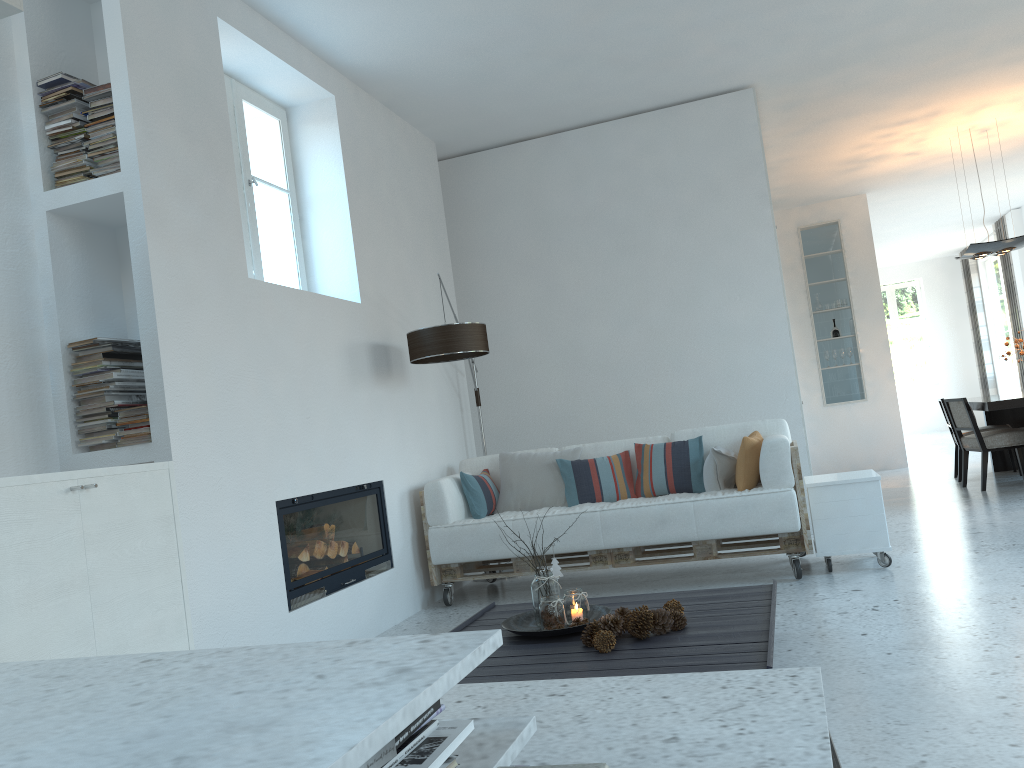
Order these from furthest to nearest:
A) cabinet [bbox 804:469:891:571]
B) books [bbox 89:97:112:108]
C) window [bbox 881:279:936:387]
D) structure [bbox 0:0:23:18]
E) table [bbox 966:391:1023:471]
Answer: window [bbox 881:279:936:387]
table [bbox 966:391:1023:471]
cabinet [bbox 804:469:891:571]
books [bbox 89:97:112:108]
structure [bbox 0:0:23:18]

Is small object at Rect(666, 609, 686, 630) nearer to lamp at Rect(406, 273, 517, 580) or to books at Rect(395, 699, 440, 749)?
books at Rect(395, 699, 440, 749)

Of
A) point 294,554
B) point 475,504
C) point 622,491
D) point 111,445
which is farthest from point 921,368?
point 111,445

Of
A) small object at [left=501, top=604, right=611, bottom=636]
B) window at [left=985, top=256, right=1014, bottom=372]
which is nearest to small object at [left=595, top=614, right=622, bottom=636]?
small object at [left=501, top=604, right=611, bottom=636]

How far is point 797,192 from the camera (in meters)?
9.91

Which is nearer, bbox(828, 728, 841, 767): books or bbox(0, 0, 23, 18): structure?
bbox(828, 728, 841, 767): books

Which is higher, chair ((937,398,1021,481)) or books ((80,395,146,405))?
books ((80,395,146,405))

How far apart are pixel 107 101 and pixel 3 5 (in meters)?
1.15

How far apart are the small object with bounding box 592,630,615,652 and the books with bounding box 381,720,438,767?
1.71m

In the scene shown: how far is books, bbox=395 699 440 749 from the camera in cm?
118
